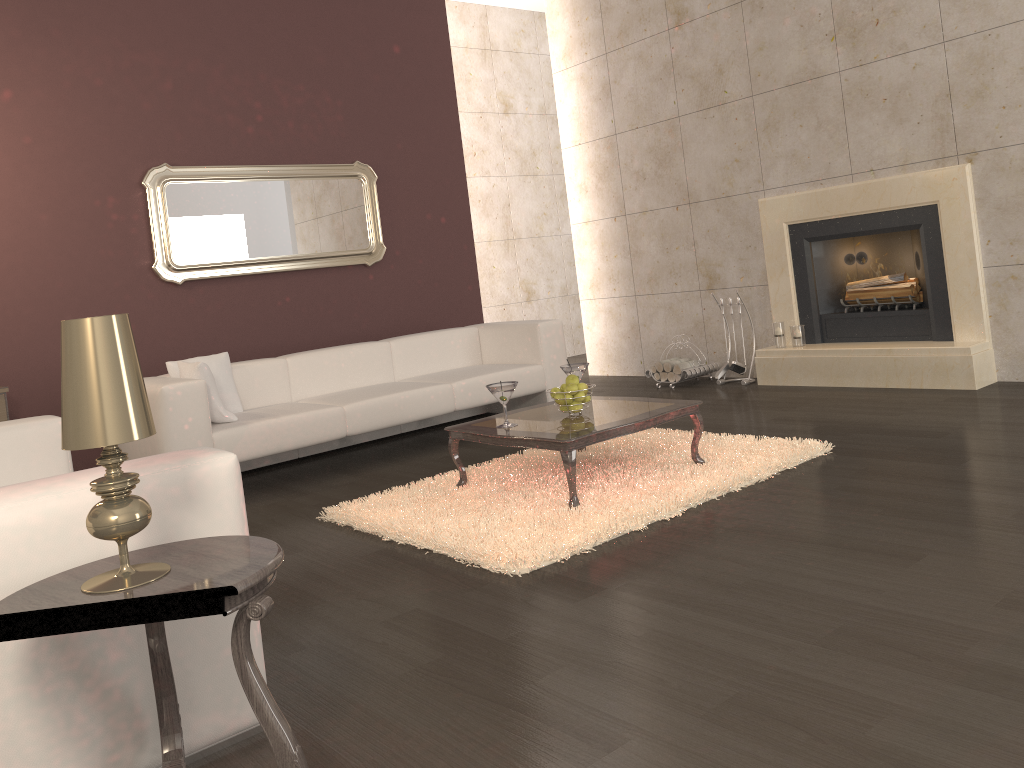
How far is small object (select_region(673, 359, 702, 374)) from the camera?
6.7 meters

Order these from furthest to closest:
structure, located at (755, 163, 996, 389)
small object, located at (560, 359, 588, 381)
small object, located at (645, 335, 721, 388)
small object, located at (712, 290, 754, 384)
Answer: small object, located at (645, 335, 721, 388) < small object, located at (712, 290, 754, 384) < structure, located at (755, 163, 996, 389) < small object, located at (560, 359, 588, 381)

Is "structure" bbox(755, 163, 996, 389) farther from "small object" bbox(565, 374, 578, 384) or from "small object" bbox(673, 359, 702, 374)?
"small object" bbox(565, 374, 578, 384)

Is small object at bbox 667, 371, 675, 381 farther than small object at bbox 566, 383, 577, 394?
Yes

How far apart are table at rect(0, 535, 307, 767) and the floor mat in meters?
1.3 m

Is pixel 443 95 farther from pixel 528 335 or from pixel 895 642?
pixel 895 642

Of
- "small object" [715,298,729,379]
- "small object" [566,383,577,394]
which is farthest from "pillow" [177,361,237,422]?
"small object" [715,298,729,379]

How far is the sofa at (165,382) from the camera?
4.5 meters

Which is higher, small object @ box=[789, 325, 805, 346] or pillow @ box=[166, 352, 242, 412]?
pillow @ box=[166, 352, 242, 412]

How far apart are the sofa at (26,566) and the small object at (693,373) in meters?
4.4
